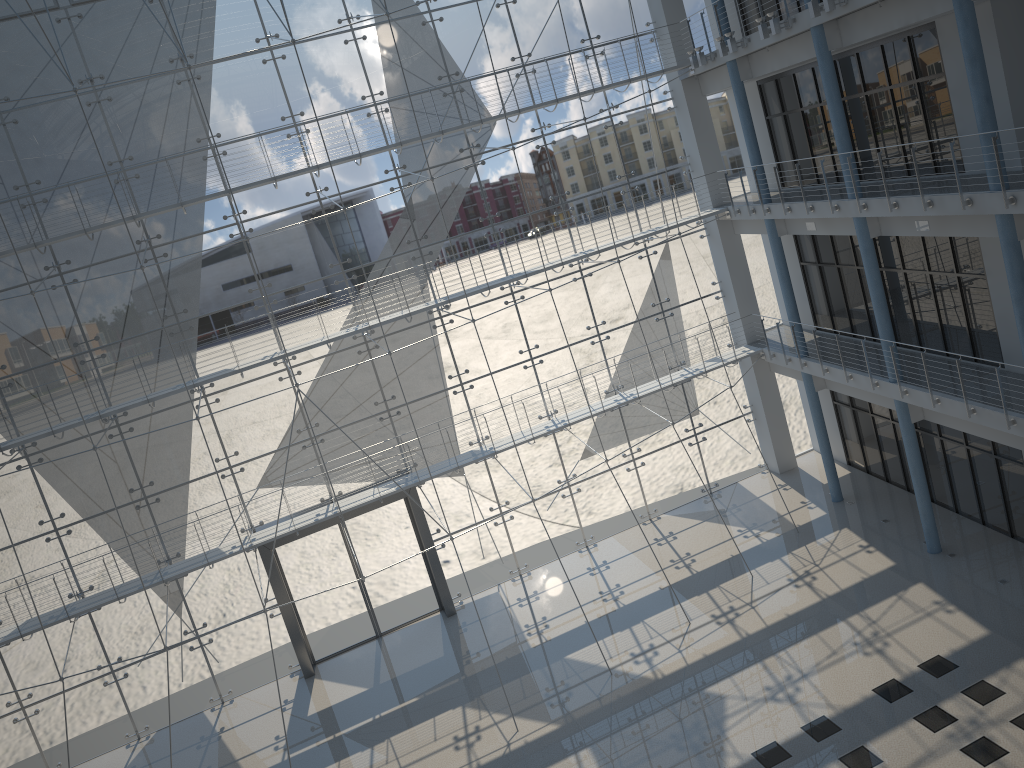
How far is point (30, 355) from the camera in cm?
263

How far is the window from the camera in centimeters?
263cm

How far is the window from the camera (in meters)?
2.63
